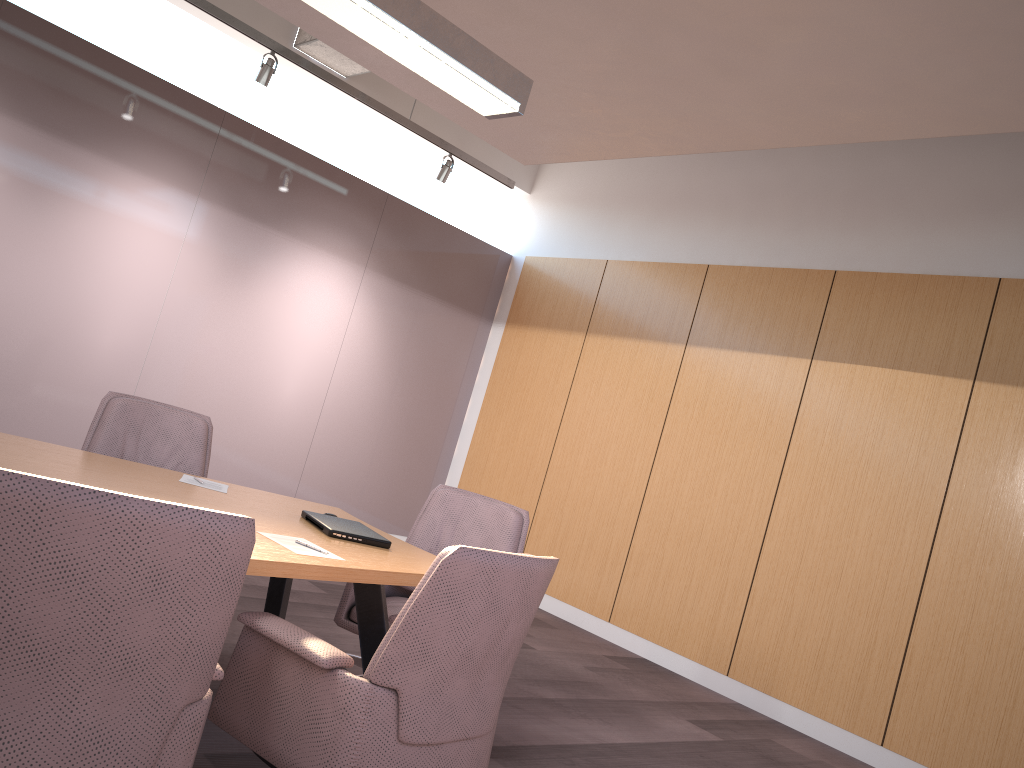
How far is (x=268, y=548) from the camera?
2.4m

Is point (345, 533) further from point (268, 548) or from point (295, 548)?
point (268, 548)

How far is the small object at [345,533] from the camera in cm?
291

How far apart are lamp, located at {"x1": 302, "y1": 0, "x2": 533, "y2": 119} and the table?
1.6 meters

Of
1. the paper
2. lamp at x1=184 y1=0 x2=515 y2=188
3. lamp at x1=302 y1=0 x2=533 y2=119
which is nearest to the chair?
the paper

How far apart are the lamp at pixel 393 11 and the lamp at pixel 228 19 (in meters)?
2.71

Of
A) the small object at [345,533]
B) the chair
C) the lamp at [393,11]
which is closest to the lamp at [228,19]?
the chair

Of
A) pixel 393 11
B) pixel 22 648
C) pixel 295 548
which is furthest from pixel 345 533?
pixel 393 11

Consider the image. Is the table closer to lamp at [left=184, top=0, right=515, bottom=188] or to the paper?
the paper

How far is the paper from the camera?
2.5m
